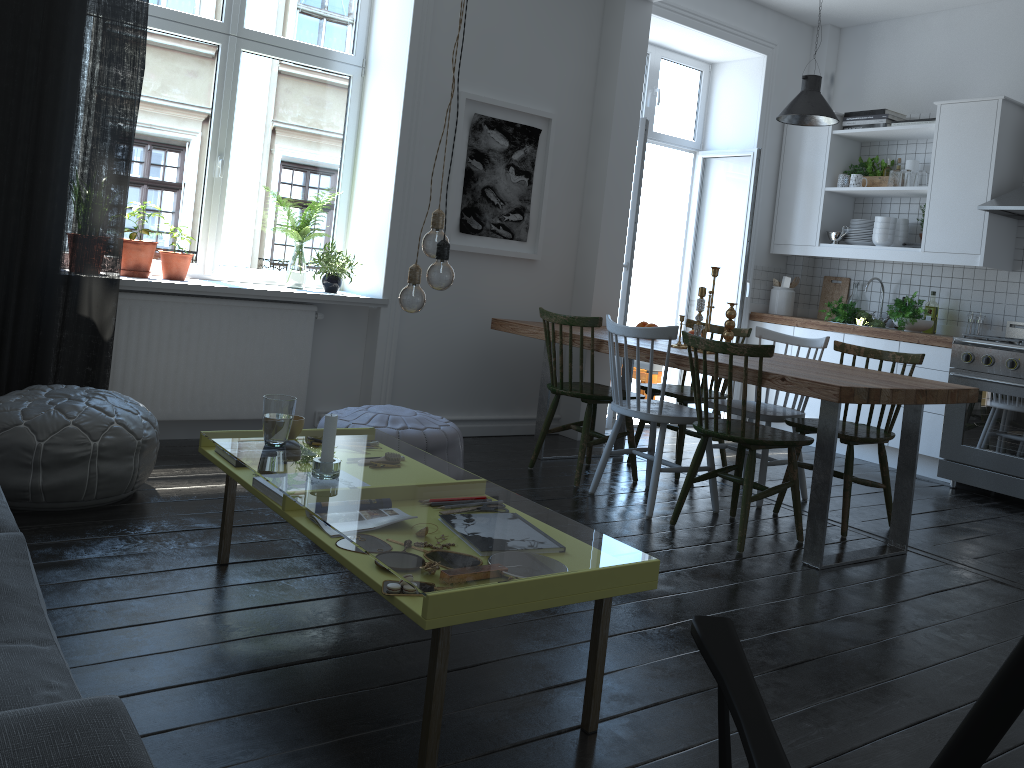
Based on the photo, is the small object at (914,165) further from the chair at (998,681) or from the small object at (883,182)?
the chair at (998,681)

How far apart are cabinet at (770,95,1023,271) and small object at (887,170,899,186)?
0.1 meters

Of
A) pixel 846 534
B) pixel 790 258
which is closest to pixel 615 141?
pixel 790 258

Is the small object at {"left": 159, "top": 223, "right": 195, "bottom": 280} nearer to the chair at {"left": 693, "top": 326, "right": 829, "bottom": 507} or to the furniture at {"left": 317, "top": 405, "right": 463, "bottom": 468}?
the furniture at {"left": 317, "top": 405, "right": 463, "bottom": 468}

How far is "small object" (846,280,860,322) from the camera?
6.3m

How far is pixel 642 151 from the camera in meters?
5.5 m

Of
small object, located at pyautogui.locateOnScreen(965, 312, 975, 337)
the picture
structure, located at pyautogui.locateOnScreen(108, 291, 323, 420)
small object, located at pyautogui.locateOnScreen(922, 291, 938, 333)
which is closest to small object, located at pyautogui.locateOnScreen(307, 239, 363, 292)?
structure, located at pyautogui.locateOnScreen(108, 291, 323, 420)

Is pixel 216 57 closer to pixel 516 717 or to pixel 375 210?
pixel 375 210

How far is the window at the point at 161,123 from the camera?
4.4m

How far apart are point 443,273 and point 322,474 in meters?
0.6
